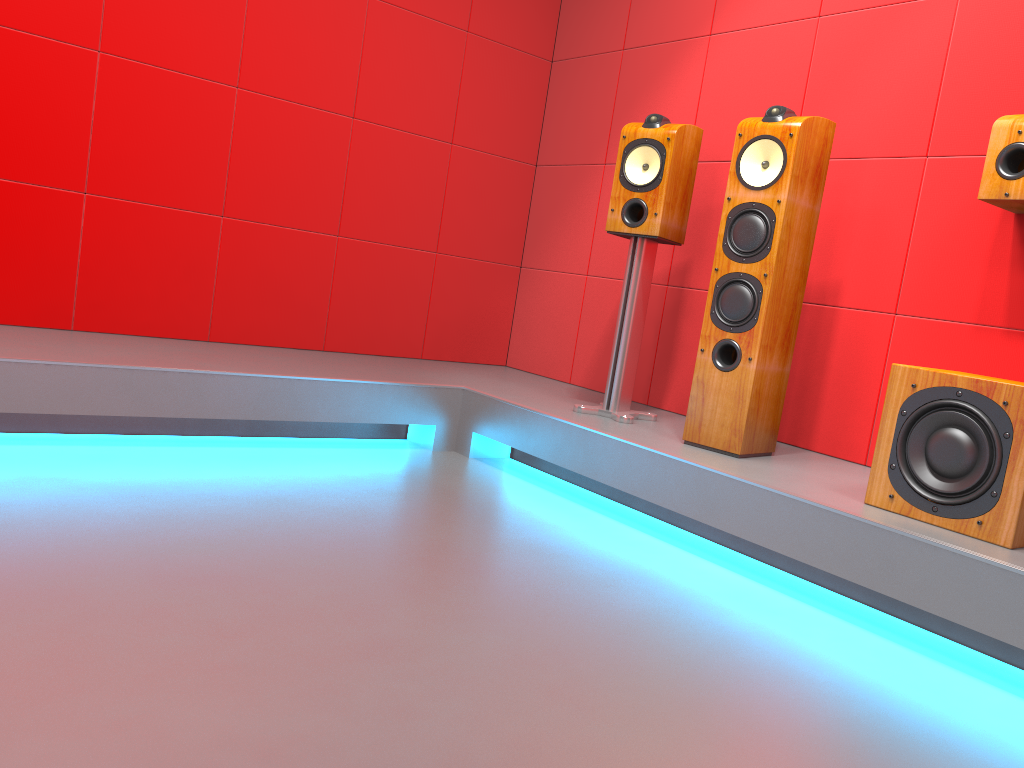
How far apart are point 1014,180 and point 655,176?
1.07m

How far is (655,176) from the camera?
3.0 meters

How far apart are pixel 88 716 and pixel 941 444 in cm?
184

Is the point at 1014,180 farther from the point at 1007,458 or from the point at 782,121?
the point at 1007,458

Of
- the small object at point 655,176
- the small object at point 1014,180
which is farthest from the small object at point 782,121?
the small object at point 1014,180

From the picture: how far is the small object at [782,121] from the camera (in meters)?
2.59

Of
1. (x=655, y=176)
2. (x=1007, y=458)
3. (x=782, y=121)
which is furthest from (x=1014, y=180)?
(x=655, y=176)

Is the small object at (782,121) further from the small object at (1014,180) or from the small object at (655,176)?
the small object at (1014,180)

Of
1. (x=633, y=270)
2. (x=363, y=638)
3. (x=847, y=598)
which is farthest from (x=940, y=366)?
(x=363, y=638)

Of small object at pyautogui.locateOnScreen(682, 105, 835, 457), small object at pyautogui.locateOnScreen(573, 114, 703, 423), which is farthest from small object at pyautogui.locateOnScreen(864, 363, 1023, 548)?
small object at pyautogui.locateOnScreen(573, 114, 703, 423)
